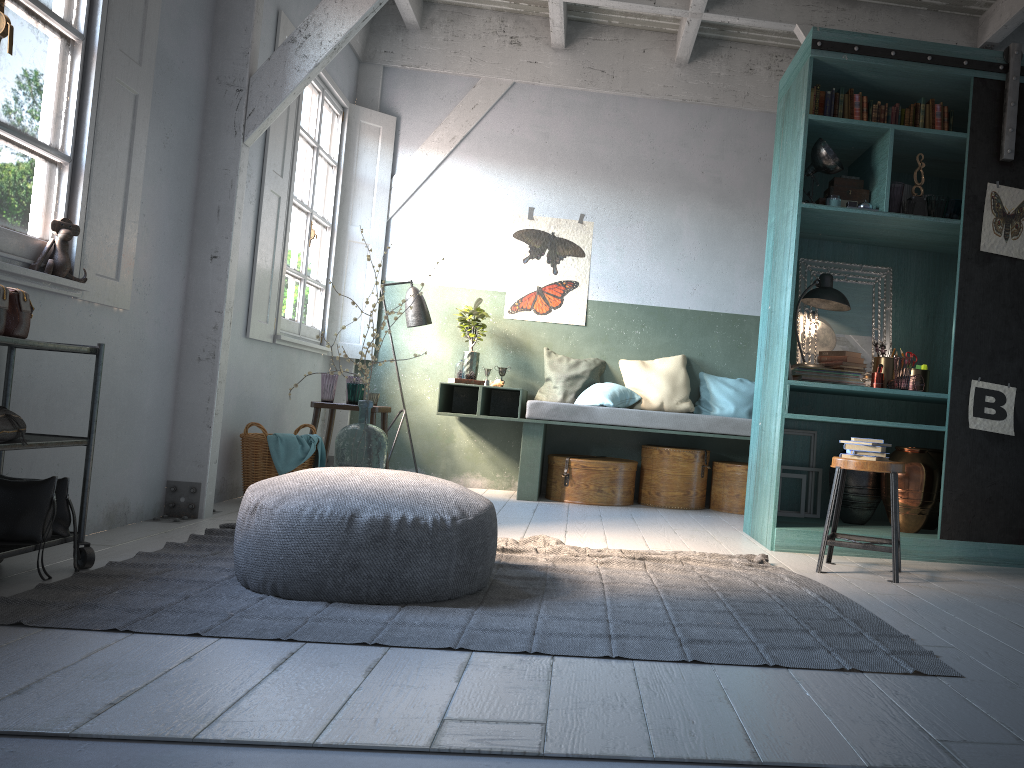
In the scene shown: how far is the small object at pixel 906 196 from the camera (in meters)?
5.59

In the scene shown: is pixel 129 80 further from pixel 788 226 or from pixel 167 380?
pixel 788 226

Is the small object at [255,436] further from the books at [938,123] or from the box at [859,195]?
the books at [938,123]

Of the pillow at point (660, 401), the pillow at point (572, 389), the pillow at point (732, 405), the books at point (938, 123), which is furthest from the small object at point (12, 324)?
the pillow at point (732, 405)

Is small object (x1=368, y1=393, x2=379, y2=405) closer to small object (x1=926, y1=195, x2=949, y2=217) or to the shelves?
the shelves

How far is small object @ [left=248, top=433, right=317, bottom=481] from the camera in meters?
5.9

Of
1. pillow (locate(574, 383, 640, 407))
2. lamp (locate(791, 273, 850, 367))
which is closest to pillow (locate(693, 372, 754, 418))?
pillow (locate(574, 383, 640, 407))

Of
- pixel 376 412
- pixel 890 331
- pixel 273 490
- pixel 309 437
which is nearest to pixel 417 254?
pixel 376 412

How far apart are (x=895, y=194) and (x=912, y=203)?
0.11m

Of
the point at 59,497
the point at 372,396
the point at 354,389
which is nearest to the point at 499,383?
the point at 372,396
